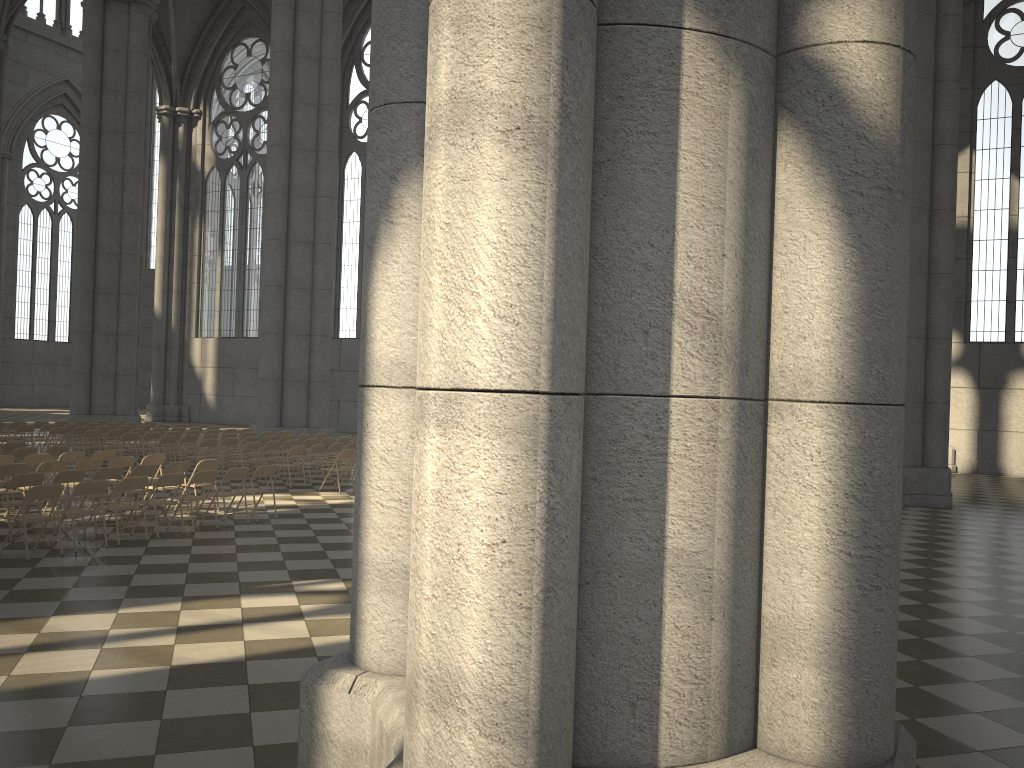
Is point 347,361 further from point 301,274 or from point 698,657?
point 698,657

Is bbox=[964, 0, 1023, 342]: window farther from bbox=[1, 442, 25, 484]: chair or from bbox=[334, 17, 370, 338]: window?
bbox=[1, 442, 25, 484]: chair

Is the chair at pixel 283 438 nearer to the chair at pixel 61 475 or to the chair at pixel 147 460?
the chair at pixel 147 460

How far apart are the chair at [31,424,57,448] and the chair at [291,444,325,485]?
8.1m

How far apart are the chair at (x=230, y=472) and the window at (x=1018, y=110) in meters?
22.1 m

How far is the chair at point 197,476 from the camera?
11.7 meters

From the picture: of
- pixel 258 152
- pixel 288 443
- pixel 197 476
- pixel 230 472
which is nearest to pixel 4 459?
pixel 197 476

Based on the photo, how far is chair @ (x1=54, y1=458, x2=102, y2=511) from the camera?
12.8 meters

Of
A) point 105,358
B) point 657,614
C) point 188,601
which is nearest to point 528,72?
point 657,614

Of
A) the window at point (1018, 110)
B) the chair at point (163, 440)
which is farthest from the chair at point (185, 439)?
the window at point (1018, 110)
